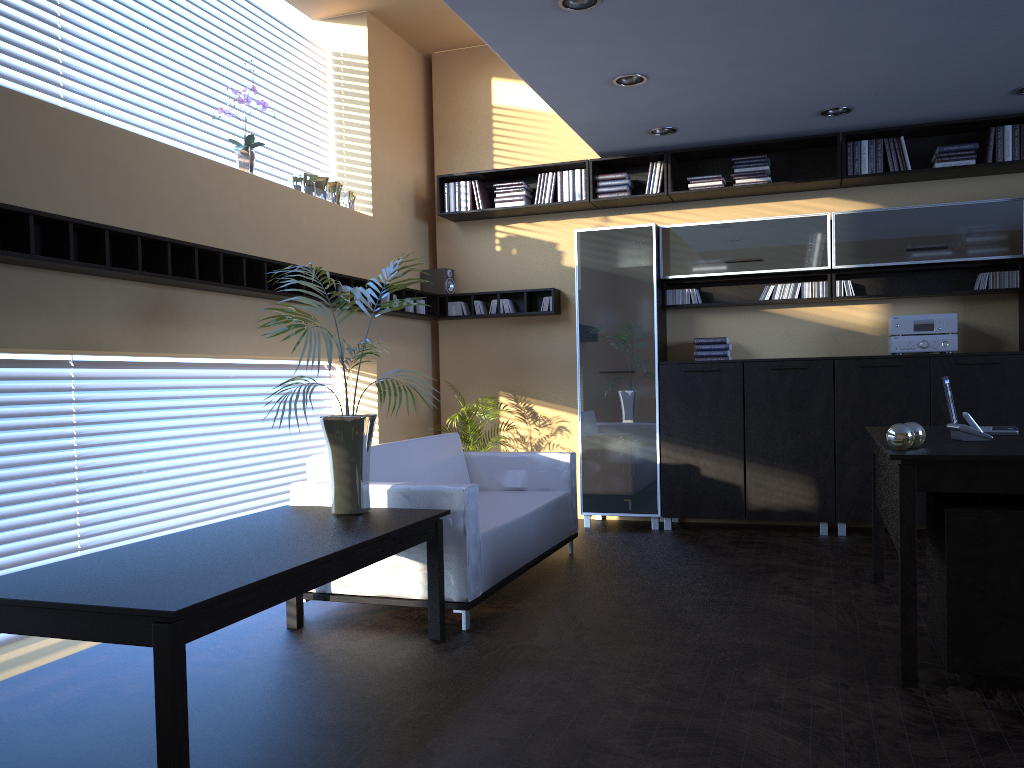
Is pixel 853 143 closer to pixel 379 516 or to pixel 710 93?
pixel 710 93

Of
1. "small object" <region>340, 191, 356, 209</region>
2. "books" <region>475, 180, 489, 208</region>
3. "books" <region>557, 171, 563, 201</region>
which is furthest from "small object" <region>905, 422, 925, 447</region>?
"books" <region>475, 180, 489, 208</region>

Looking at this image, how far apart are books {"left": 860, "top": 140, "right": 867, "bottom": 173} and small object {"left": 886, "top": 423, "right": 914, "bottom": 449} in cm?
367

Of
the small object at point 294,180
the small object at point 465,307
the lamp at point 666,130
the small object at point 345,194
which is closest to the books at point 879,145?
the lamp at point 666,130

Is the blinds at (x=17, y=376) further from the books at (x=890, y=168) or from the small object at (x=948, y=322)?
the books at (x=890, y=168)

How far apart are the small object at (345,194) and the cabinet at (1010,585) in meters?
4.7 m

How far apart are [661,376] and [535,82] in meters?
2.5 m

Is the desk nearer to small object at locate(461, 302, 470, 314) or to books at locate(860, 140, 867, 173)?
books at locate(860, 140, 867, 173)

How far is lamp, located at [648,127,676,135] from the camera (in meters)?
6.57

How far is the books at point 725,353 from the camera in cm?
692
